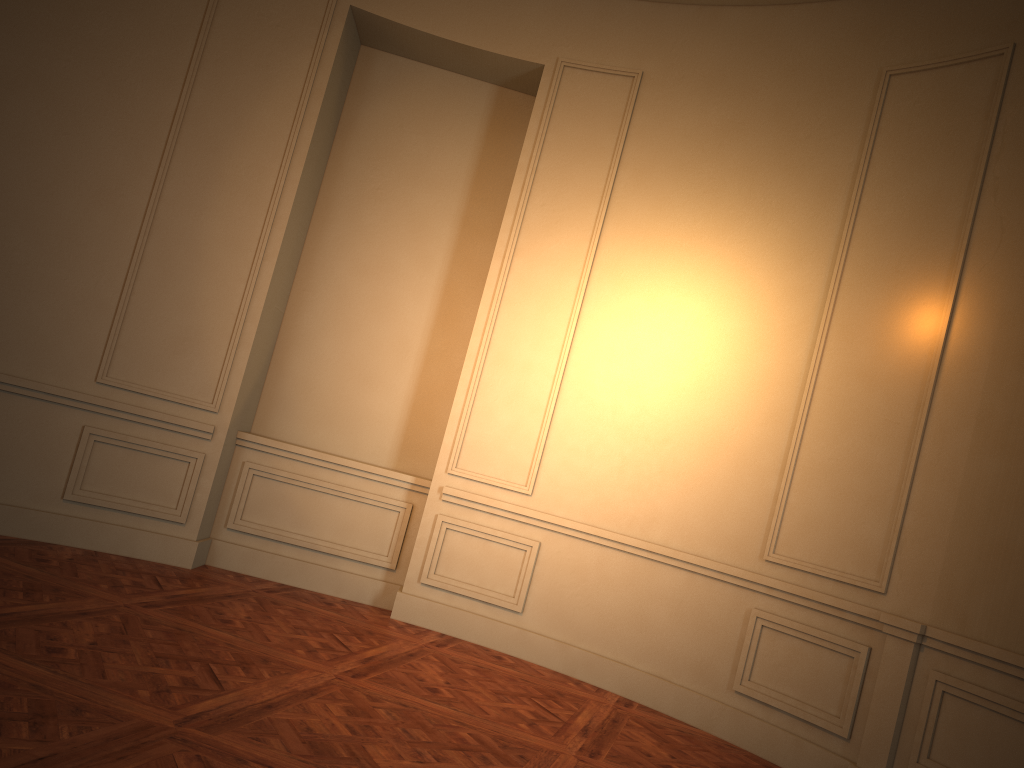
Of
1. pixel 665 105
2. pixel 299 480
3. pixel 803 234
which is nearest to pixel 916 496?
pixel 803 234

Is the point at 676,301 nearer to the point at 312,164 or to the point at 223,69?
the point at 312,164

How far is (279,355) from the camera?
6.1 meters
